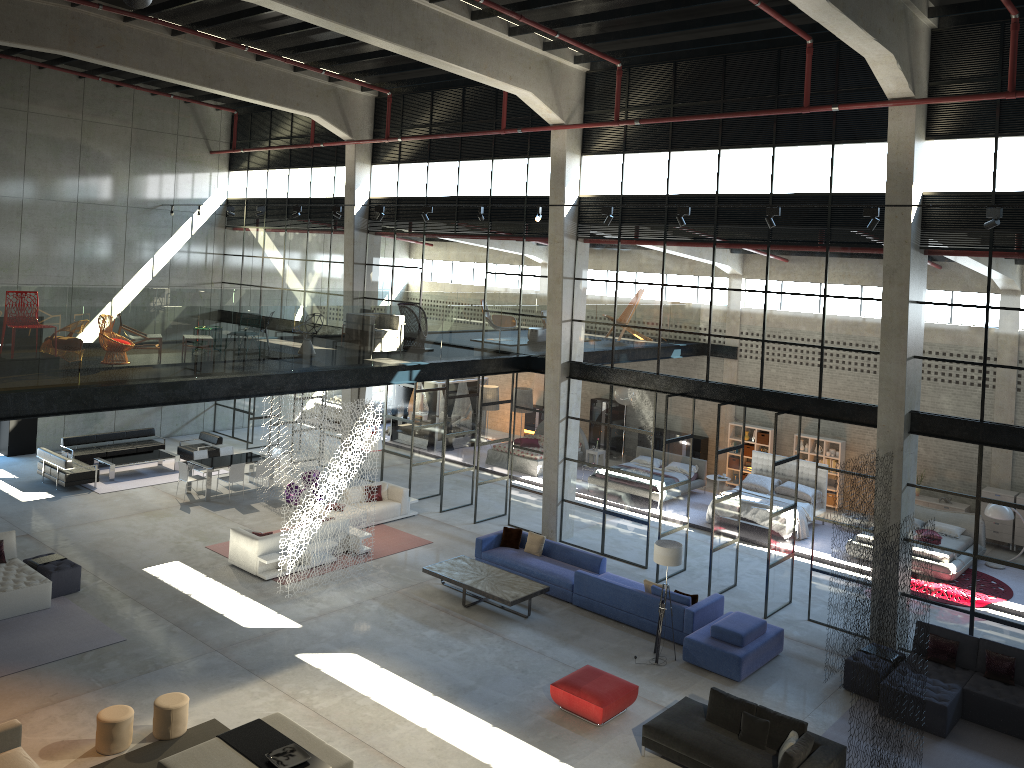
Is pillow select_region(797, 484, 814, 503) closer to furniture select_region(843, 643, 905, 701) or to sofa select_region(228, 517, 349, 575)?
furniture select_region(843, 643, 905, 701)

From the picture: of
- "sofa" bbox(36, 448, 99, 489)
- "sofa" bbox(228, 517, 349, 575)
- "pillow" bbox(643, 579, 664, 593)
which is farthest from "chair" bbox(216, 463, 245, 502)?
"pillow" bbox(643, 579, 664, 593)

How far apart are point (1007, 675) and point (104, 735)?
12.2m

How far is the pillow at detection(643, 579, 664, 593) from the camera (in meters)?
15.08

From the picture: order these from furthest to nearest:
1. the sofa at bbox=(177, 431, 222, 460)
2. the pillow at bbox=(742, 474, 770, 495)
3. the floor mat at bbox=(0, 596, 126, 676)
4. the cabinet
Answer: the cabinet
the sofa at bbox=(177, 431, 222, 460)
the pillow at bbox=(742, 474, 770, 495)
the floor mat at bbox=(0, 596, 126, 676)

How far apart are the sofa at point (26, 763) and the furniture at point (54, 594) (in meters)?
5.18

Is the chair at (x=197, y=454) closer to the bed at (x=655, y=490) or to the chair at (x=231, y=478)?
the chair at (x=231, y=478)

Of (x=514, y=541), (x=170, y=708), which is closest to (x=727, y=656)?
(x=514, y=541)

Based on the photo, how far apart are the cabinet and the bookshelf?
3.17m

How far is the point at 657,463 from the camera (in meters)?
24.04
